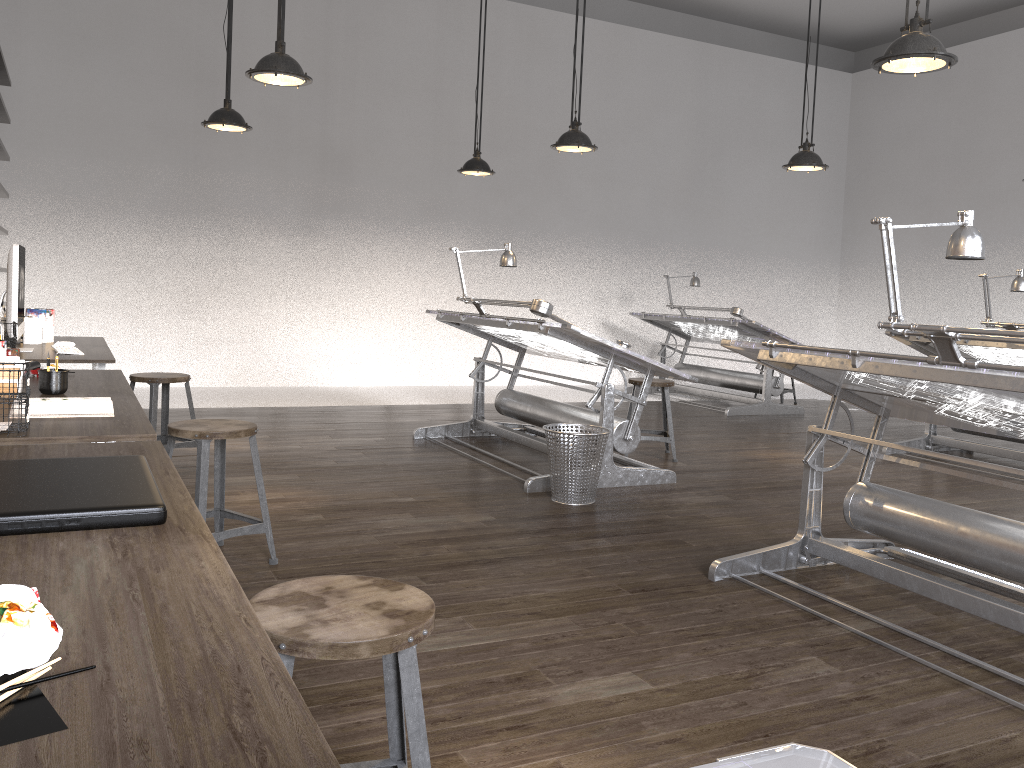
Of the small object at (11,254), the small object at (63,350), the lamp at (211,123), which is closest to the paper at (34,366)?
the small object at (11,254)

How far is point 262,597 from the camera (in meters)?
1.52

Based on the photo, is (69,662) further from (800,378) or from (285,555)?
(800,378)

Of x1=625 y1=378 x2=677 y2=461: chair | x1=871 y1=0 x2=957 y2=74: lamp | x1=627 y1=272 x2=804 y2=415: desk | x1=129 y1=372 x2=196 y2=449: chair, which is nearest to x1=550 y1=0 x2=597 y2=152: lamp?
x1=625 y1=378 x2=677 y2=461: chair

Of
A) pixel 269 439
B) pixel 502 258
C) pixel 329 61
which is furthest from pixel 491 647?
pixel 329 61

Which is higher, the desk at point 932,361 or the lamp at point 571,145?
the lamp at point 571,145

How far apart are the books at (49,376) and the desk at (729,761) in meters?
2.8 m

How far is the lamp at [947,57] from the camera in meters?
3.3

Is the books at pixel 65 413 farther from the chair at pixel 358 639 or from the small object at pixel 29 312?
the small object at pixel 29 312

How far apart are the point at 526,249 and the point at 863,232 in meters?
5.0
